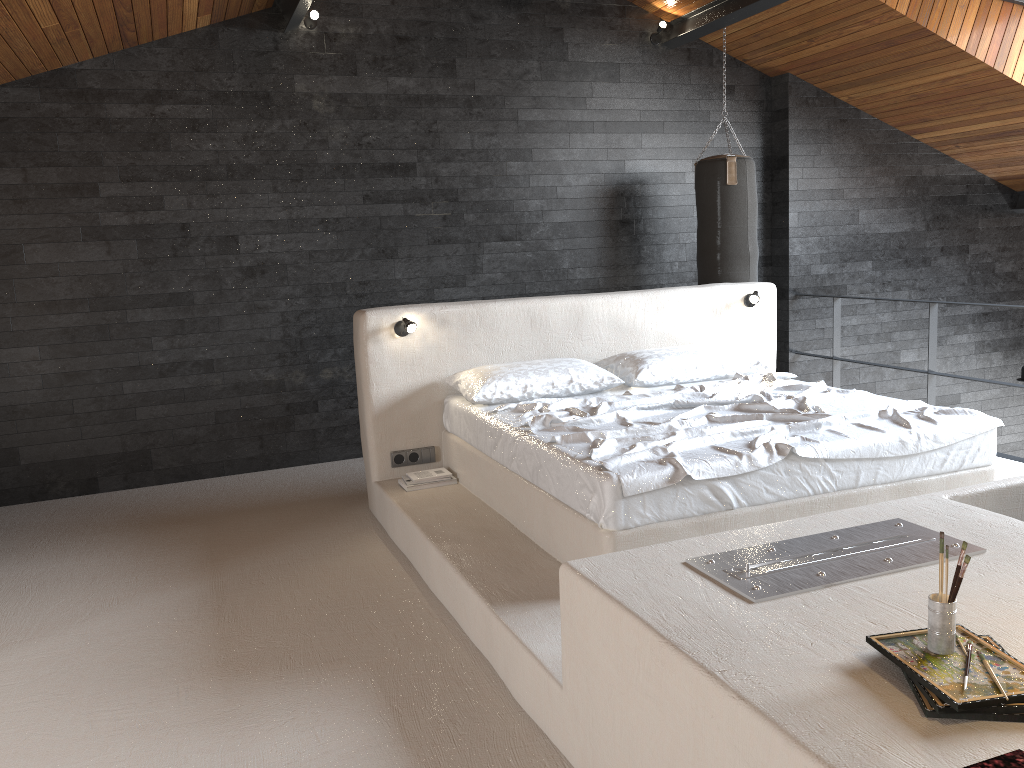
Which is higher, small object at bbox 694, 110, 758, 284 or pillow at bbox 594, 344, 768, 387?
small object at bbox 694, 110, 758, 284

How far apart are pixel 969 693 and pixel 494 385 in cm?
305

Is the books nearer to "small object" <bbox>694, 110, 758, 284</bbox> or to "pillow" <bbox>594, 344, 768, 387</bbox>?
"pillow" <bbox>594, 344, 768, 387</bbox>

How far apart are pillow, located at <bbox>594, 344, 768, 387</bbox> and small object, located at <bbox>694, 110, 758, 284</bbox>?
1.34m

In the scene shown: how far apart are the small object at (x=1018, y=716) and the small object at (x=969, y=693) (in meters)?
0.02

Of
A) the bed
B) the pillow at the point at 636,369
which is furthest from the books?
the pillow at the point at 636,369

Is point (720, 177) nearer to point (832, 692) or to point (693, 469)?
point (693, 469)

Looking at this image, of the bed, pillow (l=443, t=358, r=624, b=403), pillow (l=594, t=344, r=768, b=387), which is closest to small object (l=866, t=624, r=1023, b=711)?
the bed

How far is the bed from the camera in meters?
3.1

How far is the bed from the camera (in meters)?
3.10
